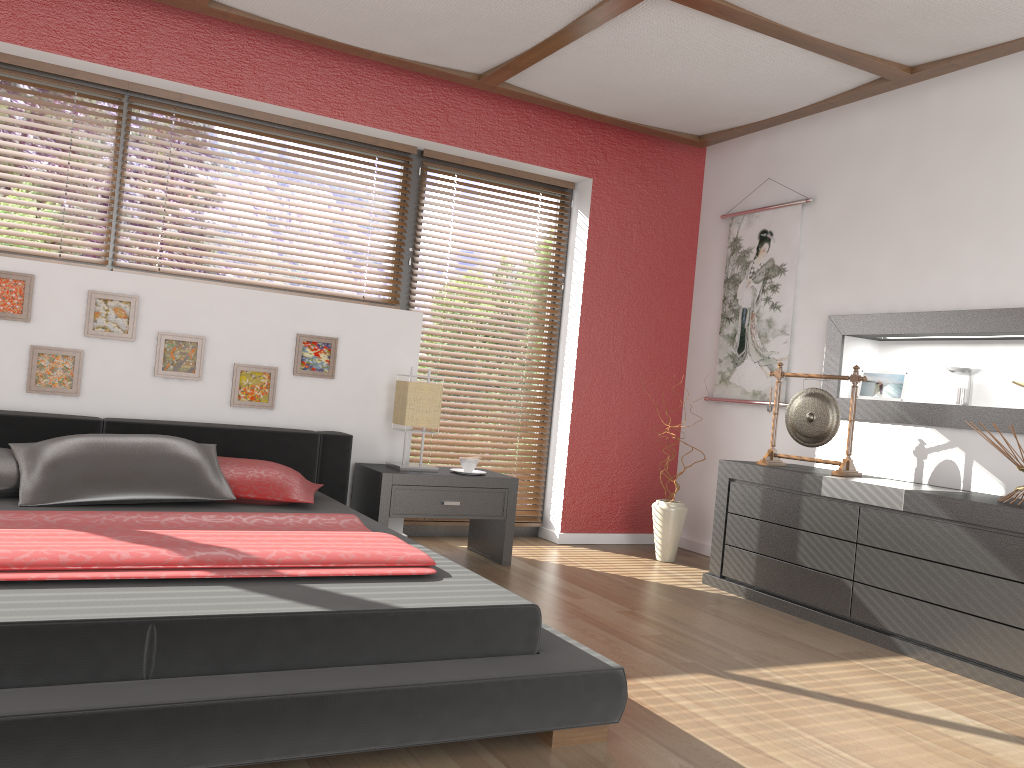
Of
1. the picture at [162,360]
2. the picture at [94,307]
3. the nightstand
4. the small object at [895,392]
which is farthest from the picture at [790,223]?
the picture at [94,307]

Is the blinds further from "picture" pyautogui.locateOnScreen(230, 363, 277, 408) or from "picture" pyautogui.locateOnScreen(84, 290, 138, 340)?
"picture" pyautogui.locateOnScreen(84, 290, 138, 340)

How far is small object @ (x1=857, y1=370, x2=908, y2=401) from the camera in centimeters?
425cm

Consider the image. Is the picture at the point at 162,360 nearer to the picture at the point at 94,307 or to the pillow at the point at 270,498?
the picture at the point at 94,307

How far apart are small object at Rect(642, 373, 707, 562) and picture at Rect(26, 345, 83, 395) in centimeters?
289cm

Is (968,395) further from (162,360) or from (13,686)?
(13,686)

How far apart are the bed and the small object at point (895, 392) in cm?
251

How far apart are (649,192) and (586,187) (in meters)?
0.41

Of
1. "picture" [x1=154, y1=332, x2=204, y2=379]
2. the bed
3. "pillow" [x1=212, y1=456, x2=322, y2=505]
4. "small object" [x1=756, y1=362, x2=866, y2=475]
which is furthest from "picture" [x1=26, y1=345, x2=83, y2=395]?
"small object" [x1=756, y1=362, x2=866, y2=475]

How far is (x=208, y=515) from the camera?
2.86m
